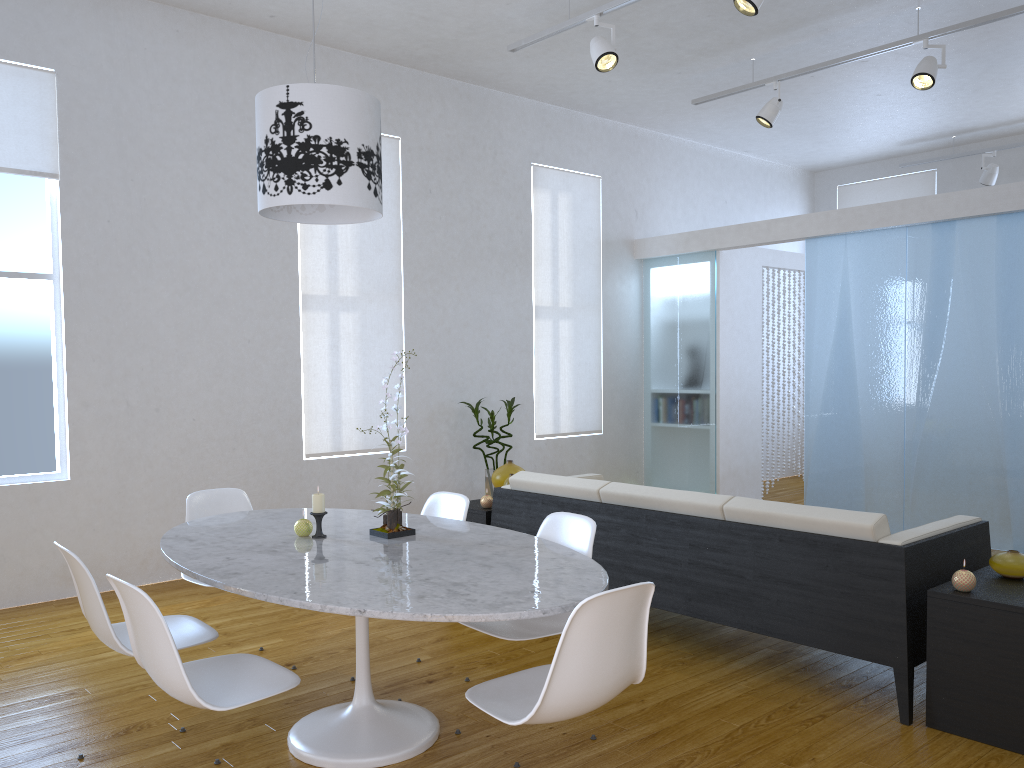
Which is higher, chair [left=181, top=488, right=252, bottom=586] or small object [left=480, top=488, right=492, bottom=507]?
chair [left=181, top=488, right=252, bottom=586]

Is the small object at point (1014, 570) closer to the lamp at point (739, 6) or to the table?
the table

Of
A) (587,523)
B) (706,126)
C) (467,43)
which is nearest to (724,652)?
(587,523)

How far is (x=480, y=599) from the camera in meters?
2.2 m

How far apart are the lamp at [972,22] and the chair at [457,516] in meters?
3.7

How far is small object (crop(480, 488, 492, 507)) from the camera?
4.61m

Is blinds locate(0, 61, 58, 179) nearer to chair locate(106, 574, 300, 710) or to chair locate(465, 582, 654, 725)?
chair locate(106, 574, 300, 710)

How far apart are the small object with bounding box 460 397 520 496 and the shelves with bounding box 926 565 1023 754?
3.48m

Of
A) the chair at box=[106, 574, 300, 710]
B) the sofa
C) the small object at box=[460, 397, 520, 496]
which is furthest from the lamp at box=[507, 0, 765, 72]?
the chair at box=[106, 574, 300, 710]

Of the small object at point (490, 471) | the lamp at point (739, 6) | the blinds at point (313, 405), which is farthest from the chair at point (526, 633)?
the small object at point (490, 471)
